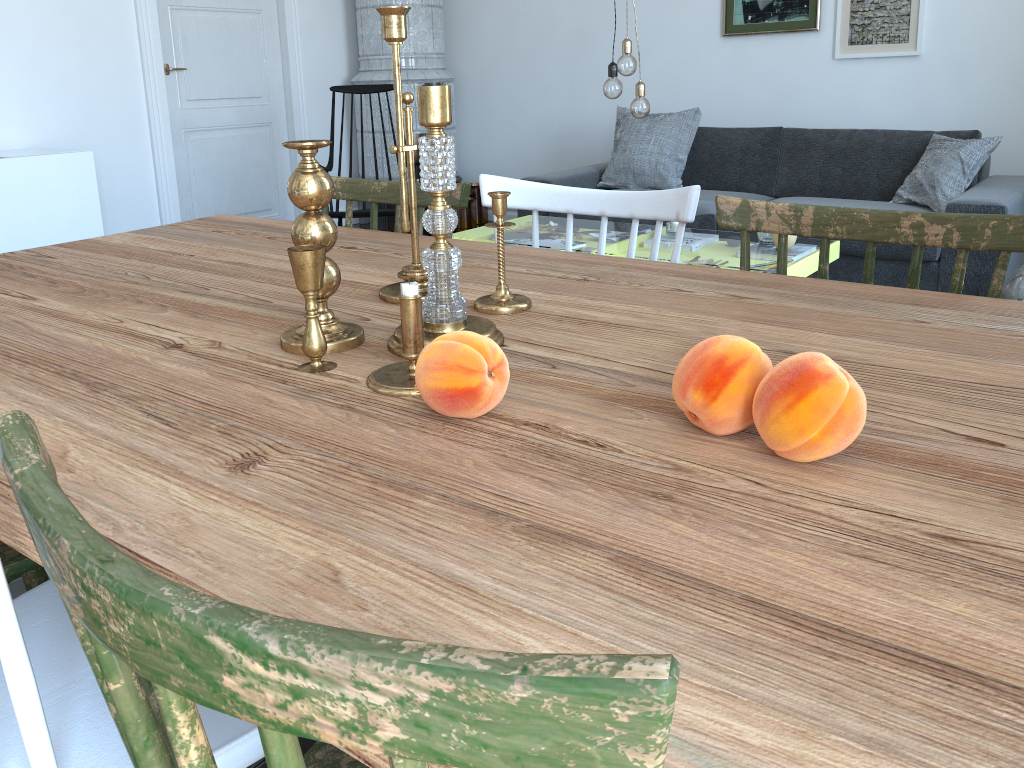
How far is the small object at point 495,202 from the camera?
1.2m

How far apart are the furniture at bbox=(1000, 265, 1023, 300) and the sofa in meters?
0.4 m

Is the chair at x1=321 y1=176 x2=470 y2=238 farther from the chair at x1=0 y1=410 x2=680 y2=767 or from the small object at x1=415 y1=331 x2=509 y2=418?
the chair at x1=0 y1=410 x2=680 y2=767

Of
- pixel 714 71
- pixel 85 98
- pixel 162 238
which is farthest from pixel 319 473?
pixel 714 71

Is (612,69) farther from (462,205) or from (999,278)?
(999,278)

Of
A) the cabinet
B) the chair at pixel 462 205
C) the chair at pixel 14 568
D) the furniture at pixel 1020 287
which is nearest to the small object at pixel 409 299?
the chair at pixel 14 568

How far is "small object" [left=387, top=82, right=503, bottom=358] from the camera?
0.96m

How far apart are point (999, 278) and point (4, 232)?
4.08m

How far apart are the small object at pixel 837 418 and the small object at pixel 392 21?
0.7 meters

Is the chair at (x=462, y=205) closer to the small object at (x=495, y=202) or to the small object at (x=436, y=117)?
the small object at (x=495, y=202)
